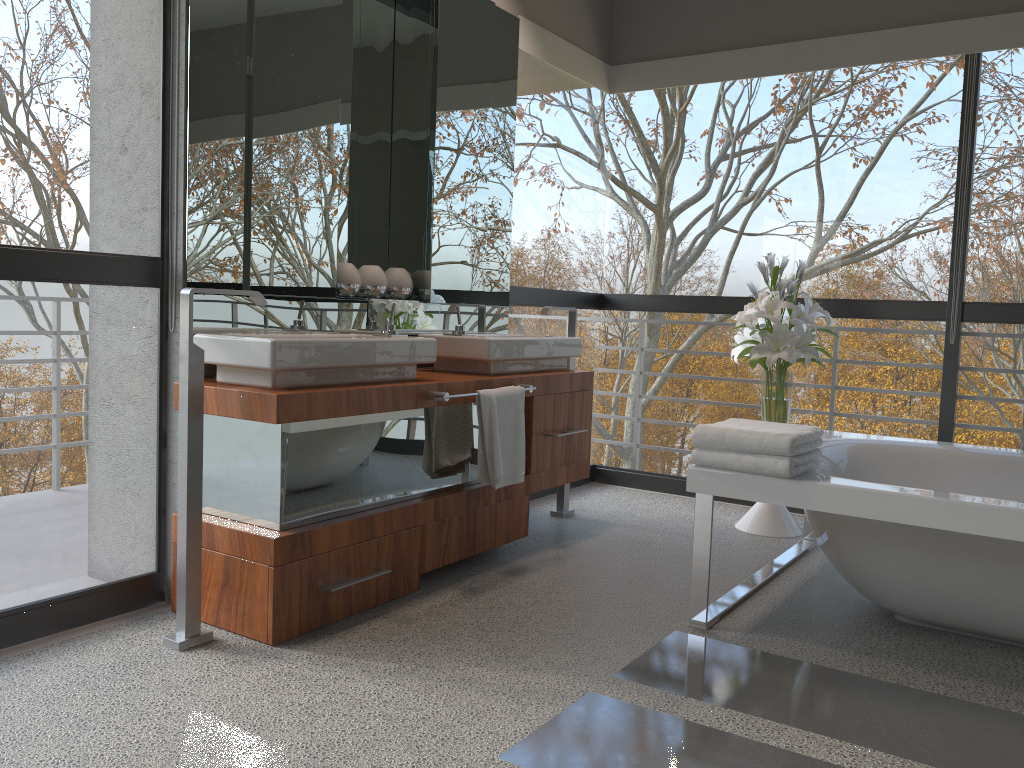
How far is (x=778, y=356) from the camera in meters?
3.9

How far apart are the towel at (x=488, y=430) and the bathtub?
0.72m

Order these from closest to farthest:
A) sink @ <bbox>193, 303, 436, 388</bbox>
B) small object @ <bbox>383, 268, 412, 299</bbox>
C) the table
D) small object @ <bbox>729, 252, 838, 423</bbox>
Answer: sink @ <bbox>193, 303, 436, 388</bbox>
small object @ <bbox>383, 268, 412, 299</bbox>
small object @ <bbox>729, 252, 838, 423</bbox>
the table

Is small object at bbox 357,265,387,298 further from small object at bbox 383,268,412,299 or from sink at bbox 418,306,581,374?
sink at bbox 418,306,581,374

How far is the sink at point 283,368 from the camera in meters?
2.5 m

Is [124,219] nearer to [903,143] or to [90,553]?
[90,553]

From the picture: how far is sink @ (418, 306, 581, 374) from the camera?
3.4 meters

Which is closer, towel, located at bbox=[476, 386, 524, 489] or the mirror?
the mirror

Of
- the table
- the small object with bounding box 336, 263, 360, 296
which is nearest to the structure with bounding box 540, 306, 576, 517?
the table

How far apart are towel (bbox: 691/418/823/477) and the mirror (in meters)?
1.35
